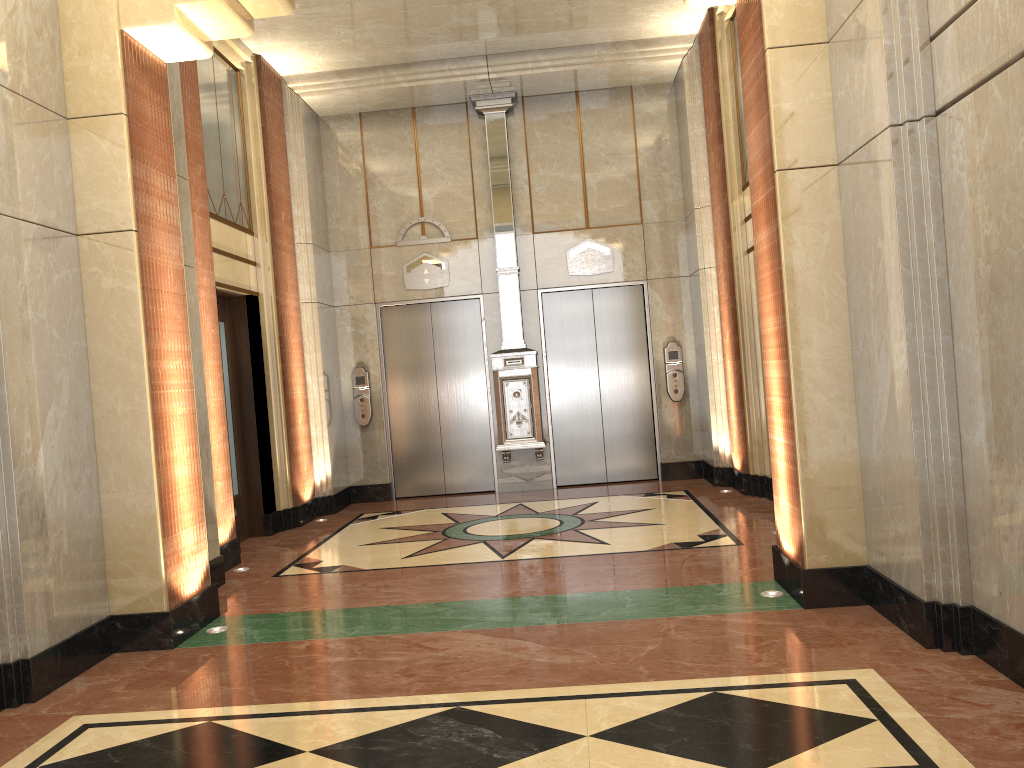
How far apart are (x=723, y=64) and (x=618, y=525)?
4.28m
